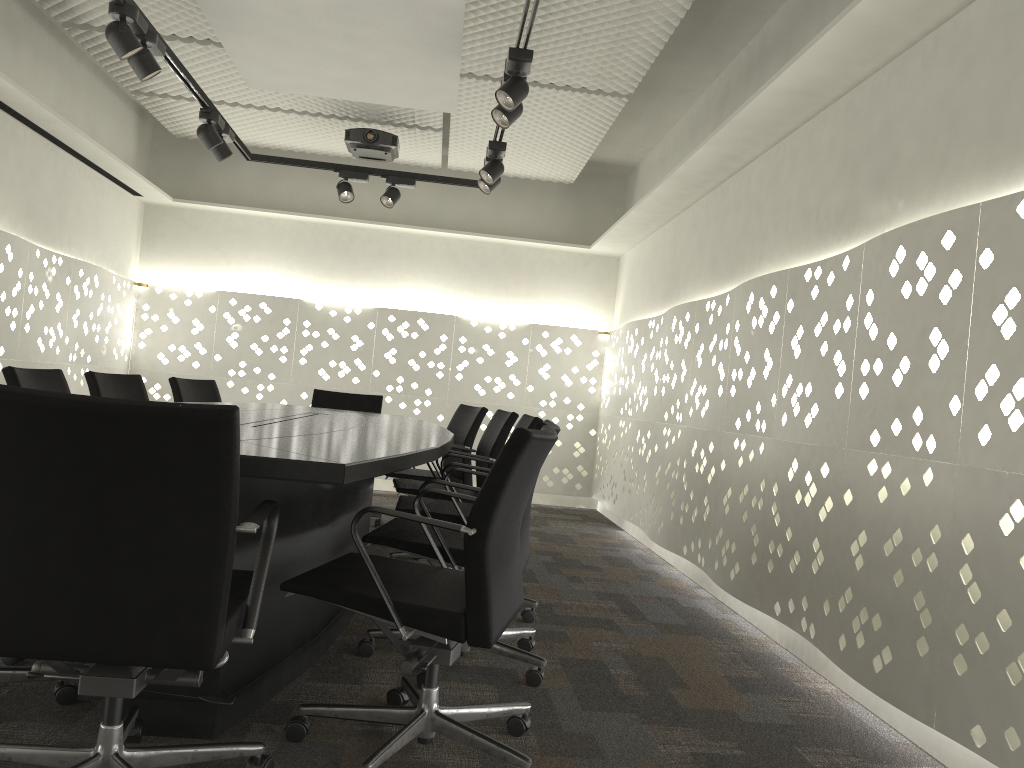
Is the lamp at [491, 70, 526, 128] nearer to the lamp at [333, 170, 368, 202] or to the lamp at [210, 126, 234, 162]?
the lamp at [210, 126, 234, 162]

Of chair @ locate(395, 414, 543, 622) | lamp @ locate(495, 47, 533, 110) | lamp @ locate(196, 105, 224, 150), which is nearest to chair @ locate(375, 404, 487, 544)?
chair @ locate(395, 414, 543, 622)

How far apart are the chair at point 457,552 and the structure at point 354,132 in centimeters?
328cm

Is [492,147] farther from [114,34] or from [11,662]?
[11,662]

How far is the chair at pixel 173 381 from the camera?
4.4 meters

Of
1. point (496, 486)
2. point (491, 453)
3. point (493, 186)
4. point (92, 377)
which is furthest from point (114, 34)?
point (496, 486)

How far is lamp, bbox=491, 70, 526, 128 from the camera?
3.46m

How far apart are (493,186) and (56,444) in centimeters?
349cm

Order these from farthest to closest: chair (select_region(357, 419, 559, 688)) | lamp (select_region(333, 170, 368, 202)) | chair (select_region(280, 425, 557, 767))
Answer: lamp (select_region(333, 170, 368, 202)), chair (select_region(357, 419, 559, 688)), chair (select_region(280, 425, 557, 767))

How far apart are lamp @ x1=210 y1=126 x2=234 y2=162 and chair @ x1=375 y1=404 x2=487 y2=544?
1.80m
